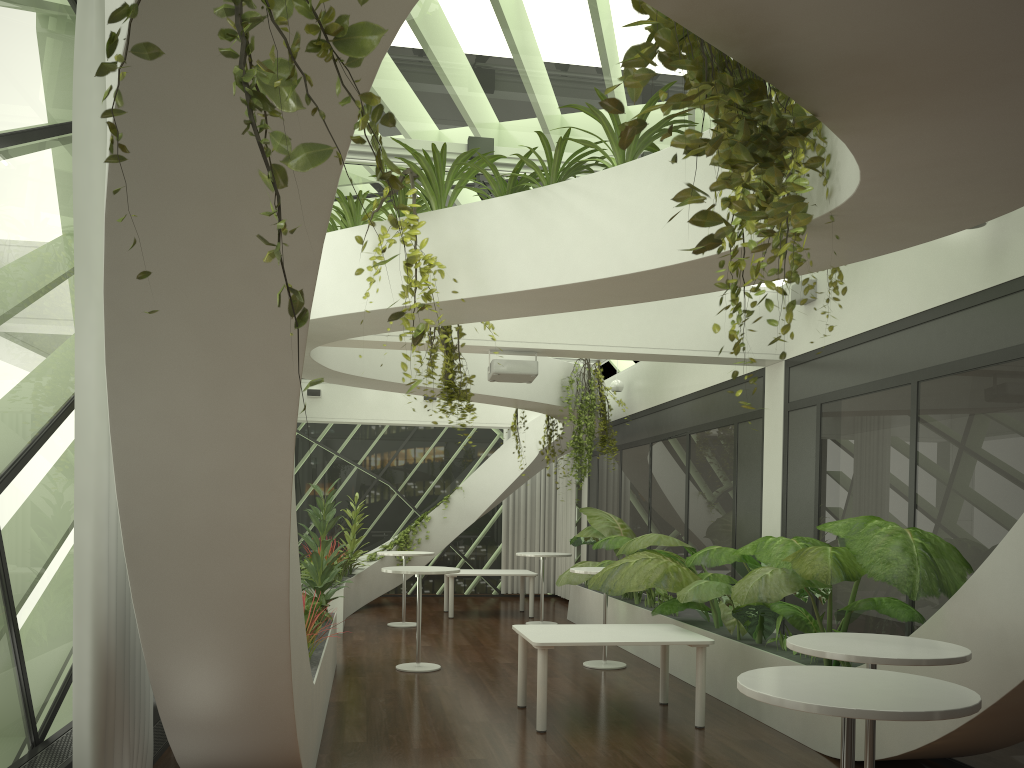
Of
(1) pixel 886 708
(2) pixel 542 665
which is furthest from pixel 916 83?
(2) pixel 542 665

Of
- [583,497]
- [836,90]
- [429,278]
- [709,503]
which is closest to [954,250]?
[429,278]

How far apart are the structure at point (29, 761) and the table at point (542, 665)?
2.64m

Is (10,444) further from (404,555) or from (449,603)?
(449,603)

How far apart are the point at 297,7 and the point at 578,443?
10.06m

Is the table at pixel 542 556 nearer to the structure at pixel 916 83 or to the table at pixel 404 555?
the structure at pixel 916 83

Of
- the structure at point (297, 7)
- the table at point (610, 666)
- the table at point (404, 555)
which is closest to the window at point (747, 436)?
the table at point (610, 666)

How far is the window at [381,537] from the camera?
17.07m

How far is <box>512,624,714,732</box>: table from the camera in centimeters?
662cm

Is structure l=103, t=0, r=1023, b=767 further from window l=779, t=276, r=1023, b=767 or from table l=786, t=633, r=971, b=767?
table l=786, t=633, r=971, b=767
